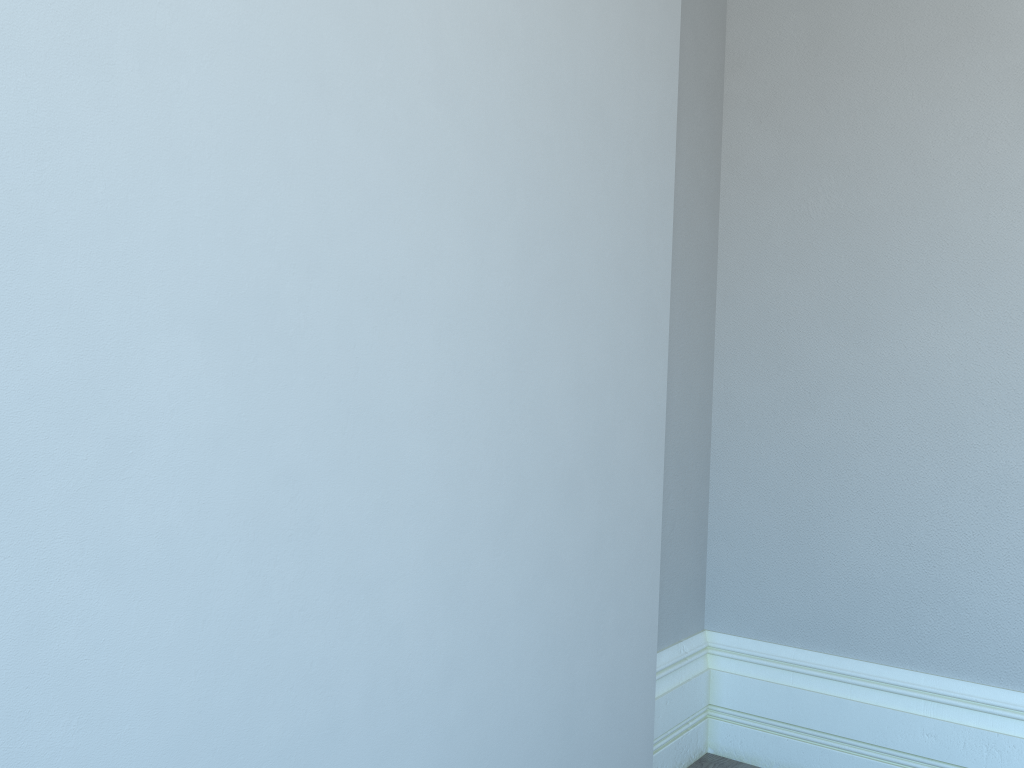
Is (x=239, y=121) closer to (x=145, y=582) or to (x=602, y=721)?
(x=145, y=582)
